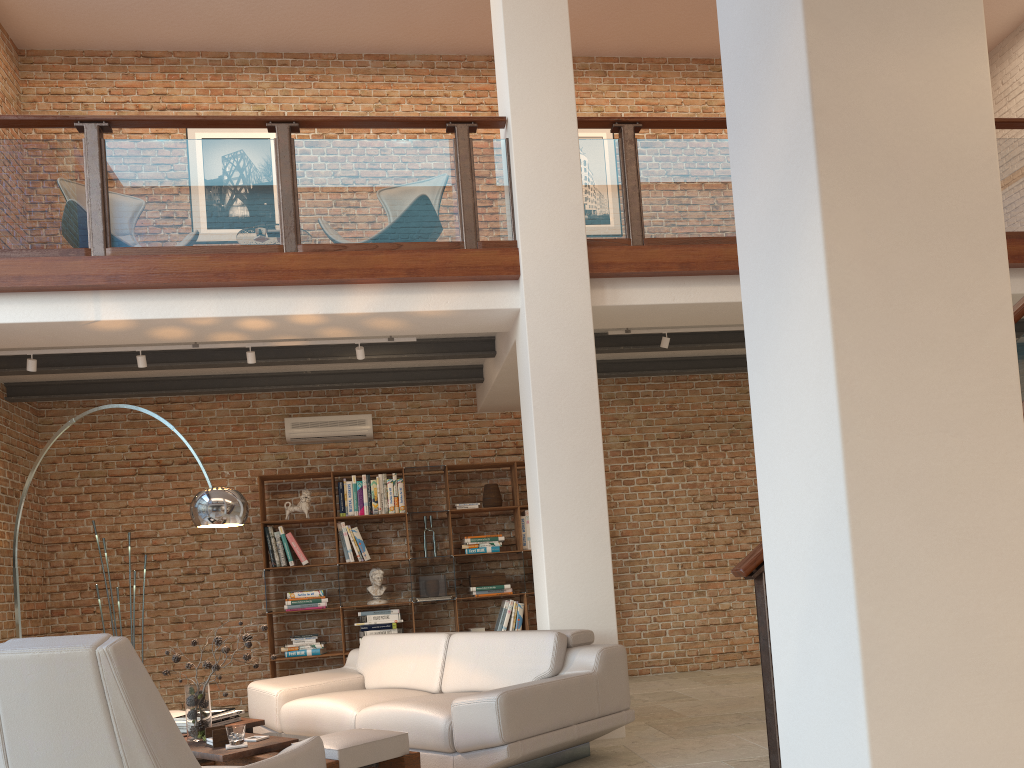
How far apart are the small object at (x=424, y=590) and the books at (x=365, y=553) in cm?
55

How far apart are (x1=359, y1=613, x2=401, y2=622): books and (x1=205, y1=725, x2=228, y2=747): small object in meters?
3.8 m

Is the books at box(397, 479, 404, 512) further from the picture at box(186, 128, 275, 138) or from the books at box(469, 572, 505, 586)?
the picture at box(186, 128, 275, 138)

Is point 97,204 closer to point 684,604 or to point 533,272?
point 533,272

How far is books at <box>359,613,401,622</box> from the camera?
7.82m

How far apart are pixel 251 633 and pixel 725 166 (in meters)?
5.73

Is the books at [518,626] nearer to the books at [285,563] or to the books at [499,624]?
the books at [499,624]

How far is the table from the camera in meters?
3.6 m

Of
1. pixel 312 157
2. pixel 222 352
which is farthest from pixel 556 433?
pixel 222 352

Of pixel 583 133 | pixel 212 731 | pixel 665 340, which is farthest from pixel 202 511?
pixel 583 133
